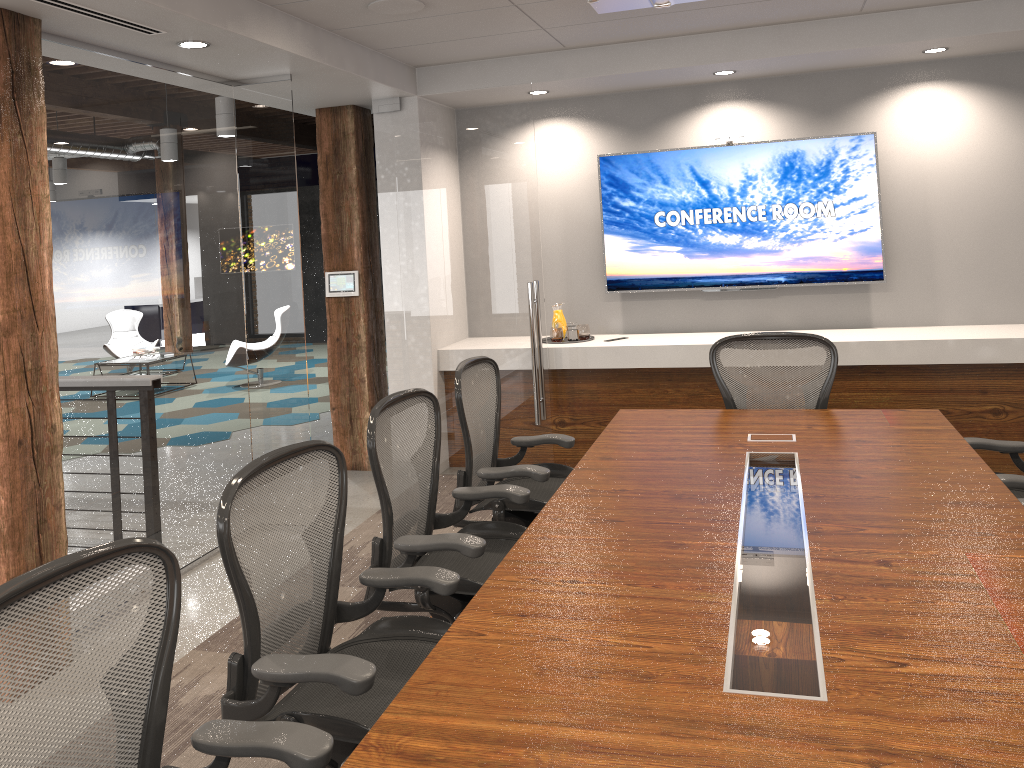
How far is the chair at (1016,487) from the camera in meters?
3.1

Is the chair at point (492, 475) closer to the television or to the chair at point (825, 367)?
the chair at point (825, 367)

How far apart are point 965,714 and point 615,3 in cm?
221

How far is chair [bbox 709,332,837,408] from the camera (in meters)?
4.15

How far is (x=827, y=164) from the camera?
5.8m

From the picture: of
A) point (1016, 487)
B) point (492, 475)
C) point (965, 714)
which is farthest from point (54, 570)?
point (1016, 487)

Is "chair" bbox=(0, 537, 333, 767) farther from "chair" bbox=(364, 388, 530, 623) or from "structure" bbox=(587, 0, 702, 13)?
"structure" bbox=(587, 0, 702, 13)

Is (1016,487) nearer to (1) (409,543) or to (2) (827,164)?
(1) (409,543)

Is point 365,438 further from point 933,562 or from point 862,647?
point 862,647

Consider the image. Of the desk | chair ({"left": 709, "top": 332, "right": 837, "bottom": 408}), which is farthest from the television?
the desk
